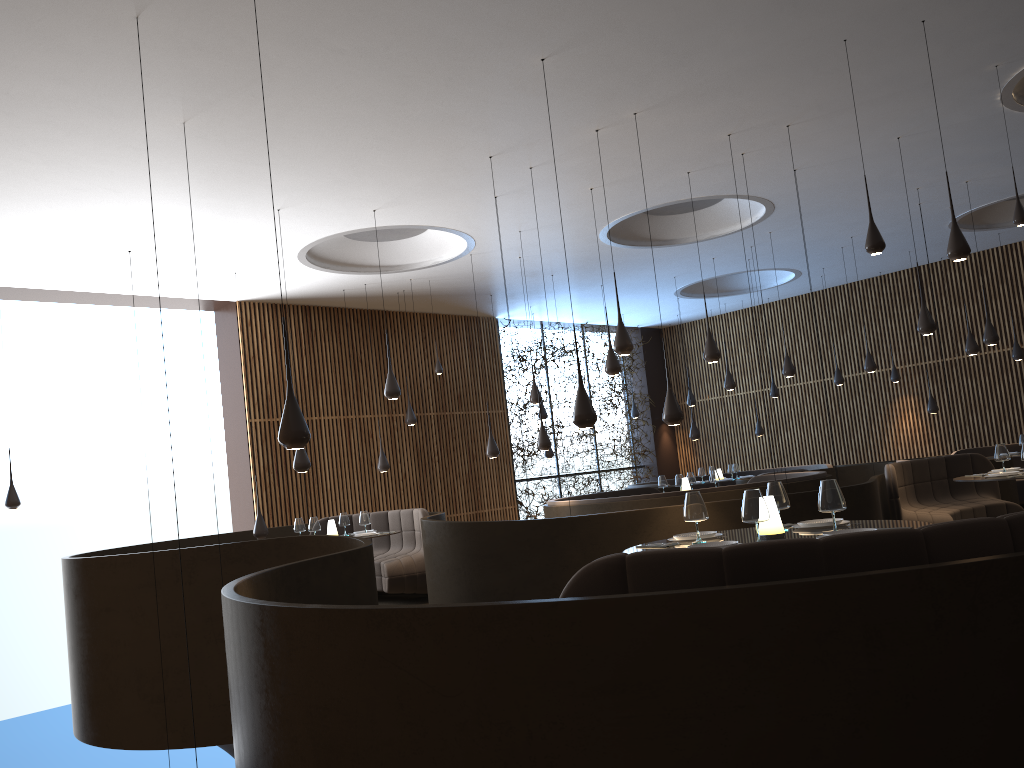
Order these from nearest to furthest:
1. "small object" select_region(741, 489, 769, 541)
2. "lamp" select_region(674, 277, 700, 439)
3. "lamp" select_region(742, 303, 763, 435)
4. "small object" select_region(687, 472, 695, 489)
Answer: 1. "small object" select_region(741, 489, 769, 541)
2. "small object" select_region(687, 472, 695, 489)
3. "lamp" select_region(674, 277, 700, 439)
4. "lamp" select_region(742, 303, 763, 435)

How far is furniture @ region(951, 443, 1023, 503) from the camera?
15.03m

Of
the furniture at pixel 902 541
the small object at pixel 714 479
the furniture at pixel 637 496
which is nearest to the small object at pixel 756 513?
the furniture at pixel 902 541

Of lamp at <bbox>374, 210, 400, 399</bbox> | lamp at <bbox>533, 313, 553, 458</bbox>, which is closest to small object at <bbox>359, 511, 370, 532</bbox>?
lamp at <bbox>374, 210, 400, 399</bbox>

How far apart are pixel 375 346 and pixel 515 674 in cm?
1320

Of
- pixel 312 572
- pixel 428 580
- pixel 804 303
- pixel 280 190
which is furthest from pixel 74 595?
pixel 804 303

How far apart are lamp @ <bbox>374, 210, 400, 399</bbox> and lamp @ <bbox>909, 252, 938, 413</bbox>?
10.4 meters

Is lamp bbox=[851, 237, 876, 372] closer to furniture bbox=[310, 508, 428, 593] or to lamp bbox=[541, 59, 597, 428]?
furniture bbox=[310, 508, 428, 593]

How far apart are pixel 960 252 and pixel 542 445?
6.3 meters

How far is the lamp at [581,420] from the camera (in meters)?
6.74
